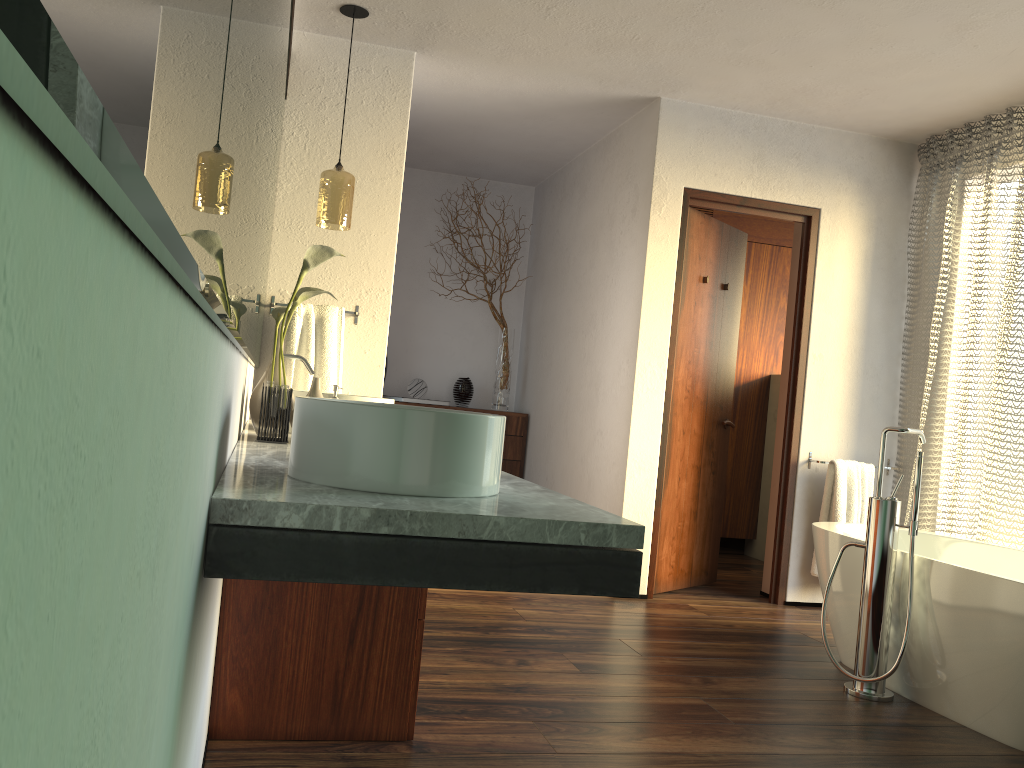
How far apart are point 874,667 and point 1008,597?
0.53m

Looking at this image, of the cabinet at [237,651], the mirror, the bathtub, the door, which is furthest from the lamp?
the bathtub

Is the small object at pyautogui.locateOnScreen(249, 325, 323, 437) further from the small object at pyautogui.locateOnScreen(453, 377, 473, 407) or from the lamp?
the small object at pyautogui.locateOnScreen(453, 377, 473, 407)

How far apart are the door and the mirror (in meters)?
2.11

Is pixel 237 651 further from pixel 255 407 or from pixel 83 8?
pixel 83 8

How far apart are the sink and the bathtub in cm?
193

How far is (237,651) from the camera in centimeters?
206cm

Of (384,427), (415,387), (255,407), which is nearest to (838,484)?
(415,387)

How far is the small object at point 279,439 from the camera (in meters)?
2.16

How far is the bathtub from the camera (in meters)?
2.61
